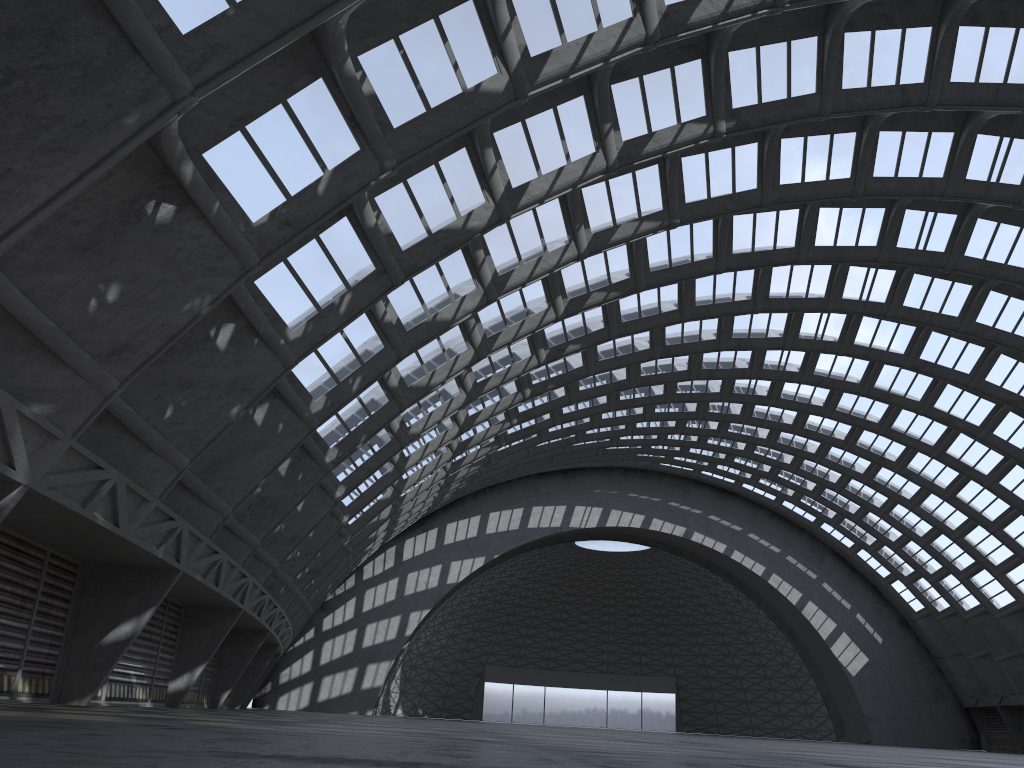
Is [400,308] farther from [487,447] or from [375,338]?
[487,447]
